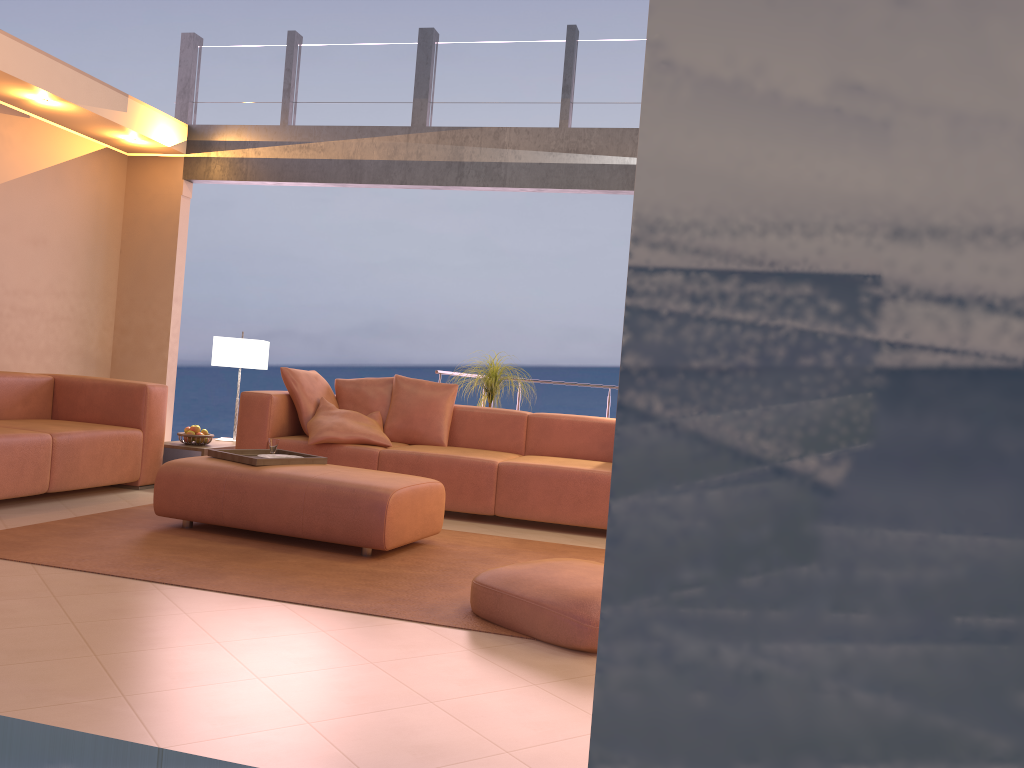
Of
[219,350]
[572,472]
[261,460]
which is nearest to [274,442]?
[261,460]

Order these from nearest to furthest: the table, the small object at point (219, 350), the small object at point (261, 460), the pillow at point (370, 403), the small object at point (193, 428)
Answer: the small object at point (261, 460)
the table
the small object at point (193, 428)
the pillow at point (370, 403)
the small object at point (219, 350)

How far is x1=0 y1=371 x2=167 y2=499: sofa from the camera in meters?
4.6 m

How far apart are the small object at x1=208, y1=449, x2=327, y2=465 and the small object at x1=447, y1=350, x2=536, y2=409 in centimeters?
207cm

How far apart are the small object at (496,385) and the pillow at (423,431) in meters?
0.5

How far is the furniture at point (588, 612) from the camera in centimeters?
283cm

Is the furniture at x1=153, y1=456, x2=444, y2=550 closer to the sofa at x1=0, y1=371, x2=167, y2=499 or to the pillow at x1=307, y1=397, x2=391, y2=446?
the sofa at x1=0, y1=371, x2=167, y2=499

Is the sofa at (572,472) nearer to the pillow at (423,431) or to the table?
the pillow at (423,431)

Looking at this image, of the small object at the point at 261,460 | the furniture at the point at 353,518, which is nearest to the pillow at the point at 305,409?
the small object at the point at 261,460

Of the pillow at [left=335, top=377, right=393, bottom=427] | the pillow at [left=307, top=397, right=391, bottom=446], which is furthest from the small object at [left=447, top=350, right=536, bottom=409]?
the pillow at [left=307, top=397, right=391, bottom=446]
